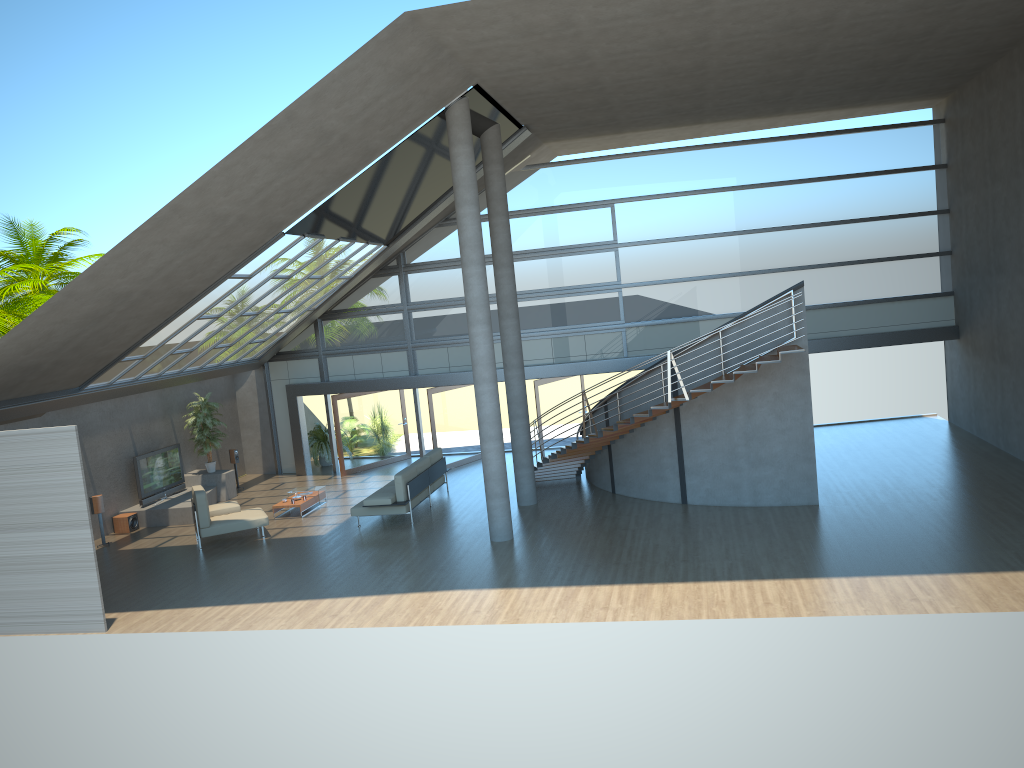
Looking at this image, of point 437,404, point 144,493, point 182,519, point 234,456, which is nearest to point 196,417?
point 234,456

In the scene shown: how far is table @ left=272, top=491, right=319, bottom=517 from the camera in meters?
17.4 m

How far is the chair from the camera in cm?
1545

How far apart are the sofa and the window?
3.1m

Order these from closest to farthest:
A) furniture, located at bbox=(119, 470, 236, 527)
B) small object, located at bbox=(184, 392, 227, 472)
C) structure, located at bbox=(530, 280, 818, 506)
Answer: structure, located at bbox=(530, 280, 818, 506) → furniture, located at bbox=(119, 470, 236, 527) → small object, located at bbox=(184, 392, 227, 472)

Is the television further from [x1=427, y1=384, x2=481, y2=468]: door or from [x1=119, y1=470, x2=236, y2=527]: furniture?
[x1=427, y1=384, x2=481, y2=468]: door

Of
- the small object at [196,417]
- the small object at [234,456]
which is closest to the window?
the small object at [234,456]

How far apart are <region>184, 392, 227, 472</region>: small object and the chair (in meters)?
3.77

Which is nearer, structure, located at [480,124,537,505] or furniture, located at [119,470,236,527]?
structure, located at [480,124,537,505]

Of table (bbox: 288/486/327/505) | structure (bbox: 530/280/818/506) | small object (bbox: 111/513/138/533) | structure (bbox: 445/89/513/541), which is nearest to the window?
structure (bbox: 530/280/818/506)
